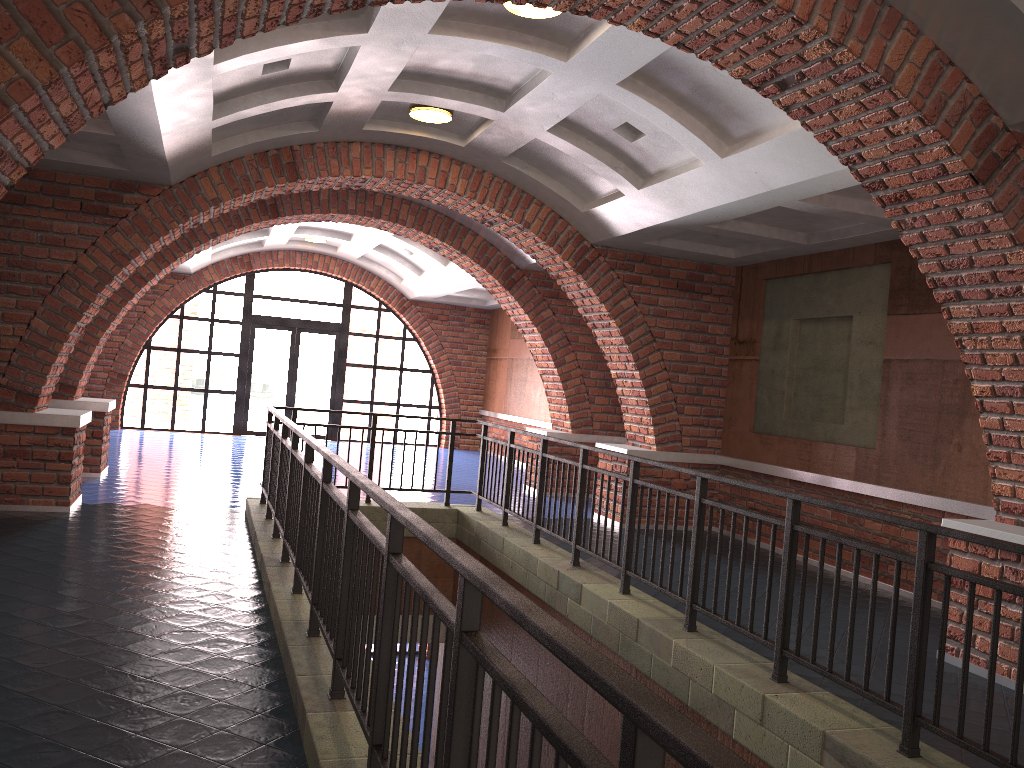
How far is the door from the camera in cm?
1781

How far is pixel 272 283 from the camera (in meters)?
30.05

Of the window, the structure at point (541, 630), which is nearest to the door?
the window

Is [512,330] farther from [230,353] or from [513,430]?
[513,430]

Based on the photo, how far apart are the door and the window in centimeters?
12cm

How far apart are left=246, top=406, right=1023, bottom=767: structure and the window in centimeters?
927cm

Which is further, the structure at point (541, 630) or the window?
the window

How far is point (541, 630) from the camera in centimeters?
155cm

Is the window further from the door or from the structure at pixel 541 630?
the structure at pixel 541 630

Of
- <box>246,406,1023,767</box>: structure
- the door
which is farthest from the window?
<box>246,406,1023,767</box>: structure
